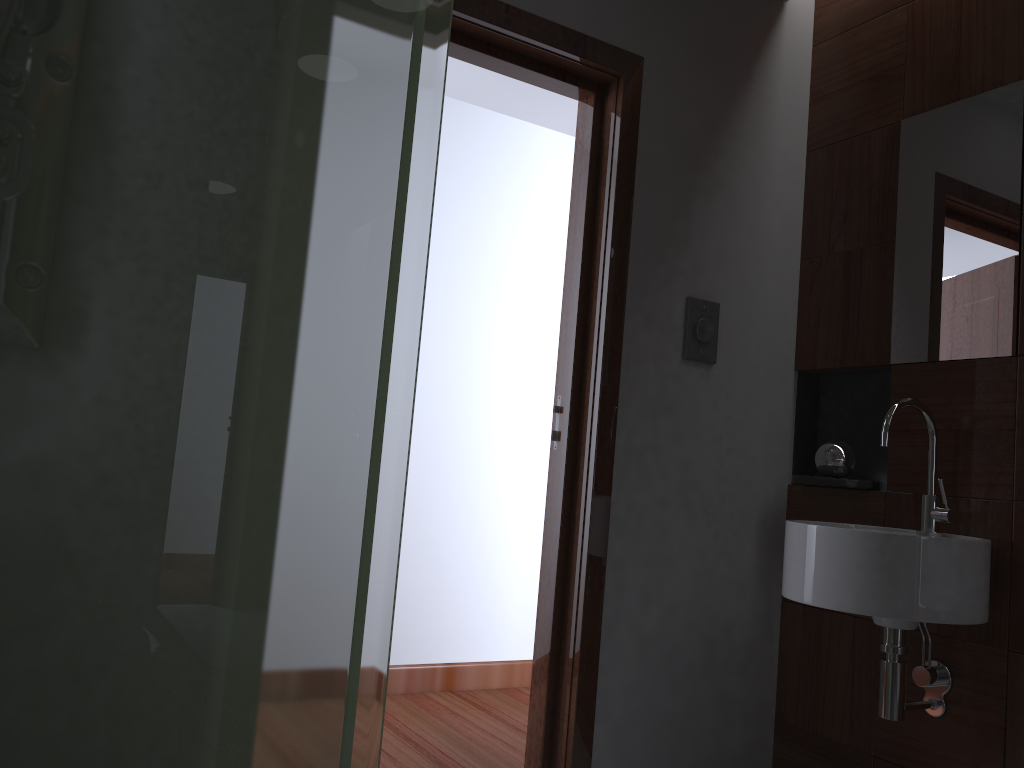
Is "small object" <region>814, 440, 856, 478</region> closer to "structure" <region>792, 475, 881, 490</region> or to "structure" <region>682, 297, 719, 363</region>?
"structure" <region>792, 475, 881, 490</region>

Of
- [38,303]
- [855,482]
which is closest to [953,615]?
[855,482]

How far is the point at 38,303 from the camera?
0.88m

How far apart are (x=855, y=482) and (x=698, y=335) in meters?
0.5 m

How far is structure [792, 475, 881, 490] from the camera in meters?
2.2 m

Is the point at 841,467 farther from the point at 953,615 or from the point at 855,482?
the point at 953,615

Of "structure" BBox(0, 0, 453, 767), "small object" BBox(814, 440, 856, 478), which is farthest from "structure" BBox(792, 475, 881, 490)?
"structure" BBox(0, 0, 453, 767)

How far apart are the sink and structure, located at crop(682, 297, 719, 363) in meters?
0.5 m

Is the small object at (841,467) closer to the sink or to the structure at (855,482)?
the structure at (855,482)

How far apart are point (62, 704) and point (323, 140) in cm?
66
